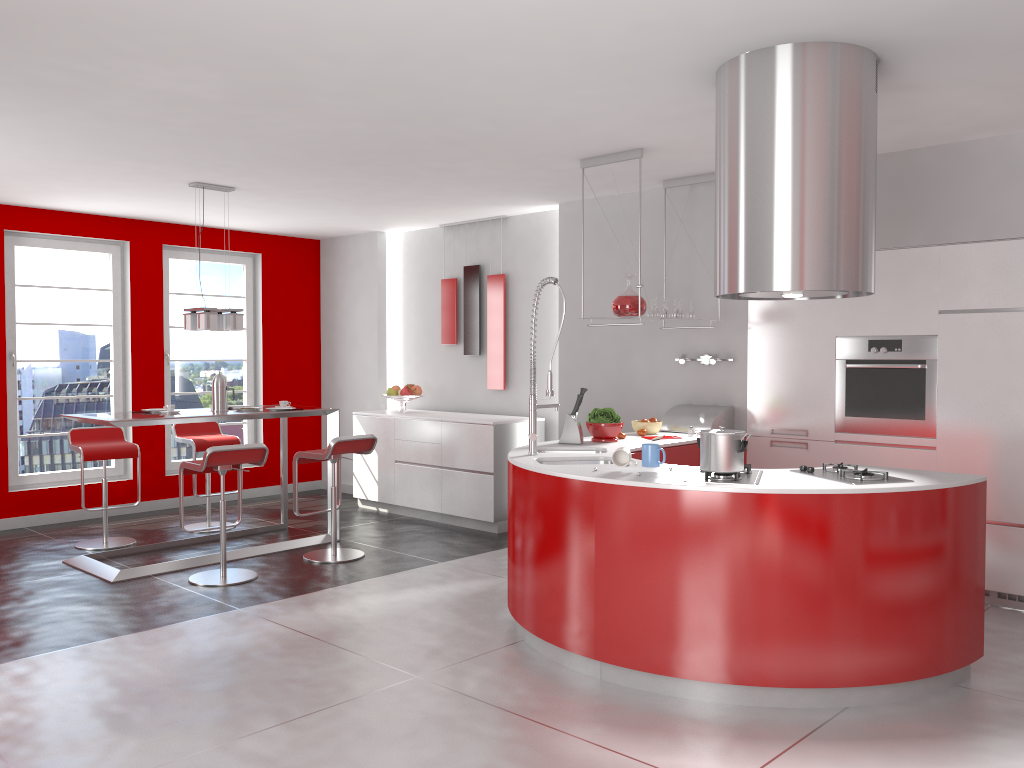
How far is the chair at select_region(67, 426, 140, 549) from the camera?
6.4 meters

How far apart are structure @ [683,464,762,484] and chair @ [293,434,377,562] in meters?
2.8 m

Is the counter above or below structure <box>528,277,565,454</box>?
below

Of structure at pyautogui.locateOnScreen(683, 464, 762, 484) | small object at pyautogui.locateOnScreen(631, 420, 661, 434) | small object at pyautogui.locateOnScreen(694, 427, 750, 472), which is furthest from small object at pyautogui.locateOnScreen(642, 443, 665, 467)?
small object at pyautogui.locateOnScreen(631, 420, 661, 434)

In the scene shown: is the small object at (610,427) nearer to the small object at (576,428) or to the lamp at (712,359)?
the small object at (576,428)

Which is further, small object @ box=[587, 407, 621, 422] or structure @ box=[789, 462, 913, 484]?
small object @ box=[587, 407, 621, 422]

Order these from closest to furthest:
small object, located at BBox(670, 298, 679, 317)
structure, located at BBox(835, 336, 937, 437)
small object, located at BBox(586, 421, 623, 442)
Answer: structure, located at BBox(835, 336, 937, 437)
small object, located at BBox(586, 421, 623, 442)
small object, located at BBox(670, 298, 679, 317)

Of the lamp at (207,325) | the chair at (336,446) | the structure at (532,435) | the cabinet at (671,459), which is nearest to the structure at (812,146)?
the structure at (532,435)

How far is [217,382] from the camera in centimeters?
629cm

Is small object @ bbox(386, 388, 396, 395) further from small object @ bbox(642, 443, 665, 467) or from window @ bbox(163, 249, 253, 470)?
small object @ bbox(642, 443, 665, 467)
